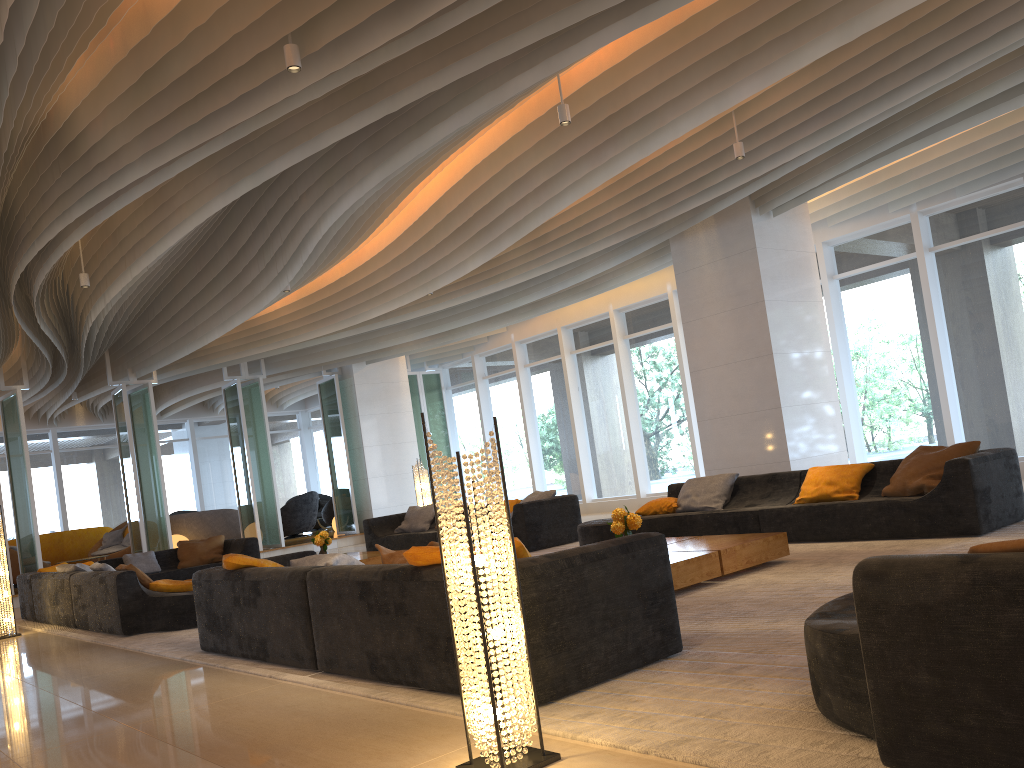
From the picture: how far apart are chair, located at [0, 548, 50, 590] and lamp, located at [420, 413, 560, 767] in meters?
15.3 m

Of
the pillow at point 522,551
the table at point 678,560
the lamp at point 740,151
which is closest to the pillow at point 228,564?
the pillow at point 522,551

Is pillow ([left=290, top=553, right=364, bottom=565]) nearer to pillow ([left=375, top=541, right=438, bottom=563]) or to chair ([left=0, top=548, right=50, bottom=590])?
pillow ([left=375, top=541, right=438, bottom=563])

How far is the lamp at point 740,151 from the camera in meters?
8.1

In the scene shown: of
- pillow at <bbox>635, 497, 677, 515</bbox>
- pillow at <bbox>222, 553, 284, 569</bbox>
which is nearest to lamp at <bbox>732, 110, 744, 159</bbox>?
pillow at <bbox>635, 497, 677, 515</bbox>

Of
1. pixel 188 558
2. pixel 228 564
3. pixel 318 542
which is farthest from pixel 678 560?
pixel 188 558

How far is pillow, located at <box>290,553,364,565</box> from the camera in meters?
5.2 m

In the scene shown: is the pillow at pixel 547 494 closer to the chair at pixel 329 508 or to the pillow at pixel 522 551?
the pillow at pixel 522 551

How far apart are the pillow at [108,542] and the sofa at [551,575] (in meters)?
12.98

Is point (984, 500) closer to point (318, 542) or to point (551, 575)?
point (551, 575)
